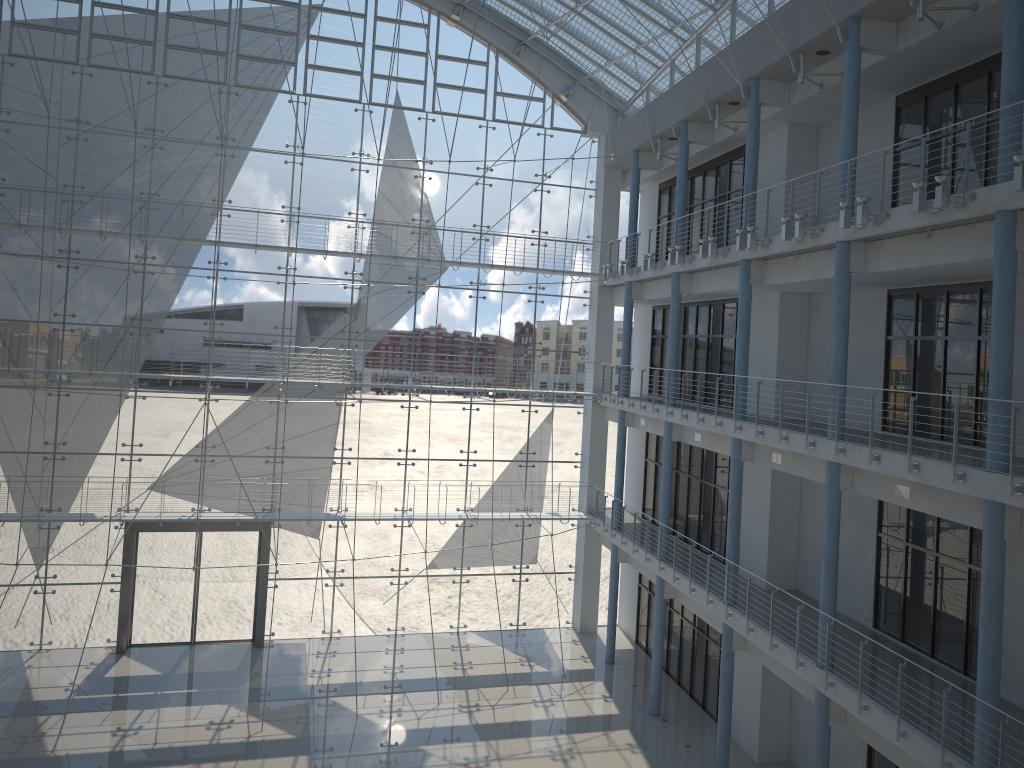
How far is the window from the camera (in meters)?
3.31

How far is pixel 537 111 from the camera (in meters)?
3.82

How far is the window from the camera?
3.31m
